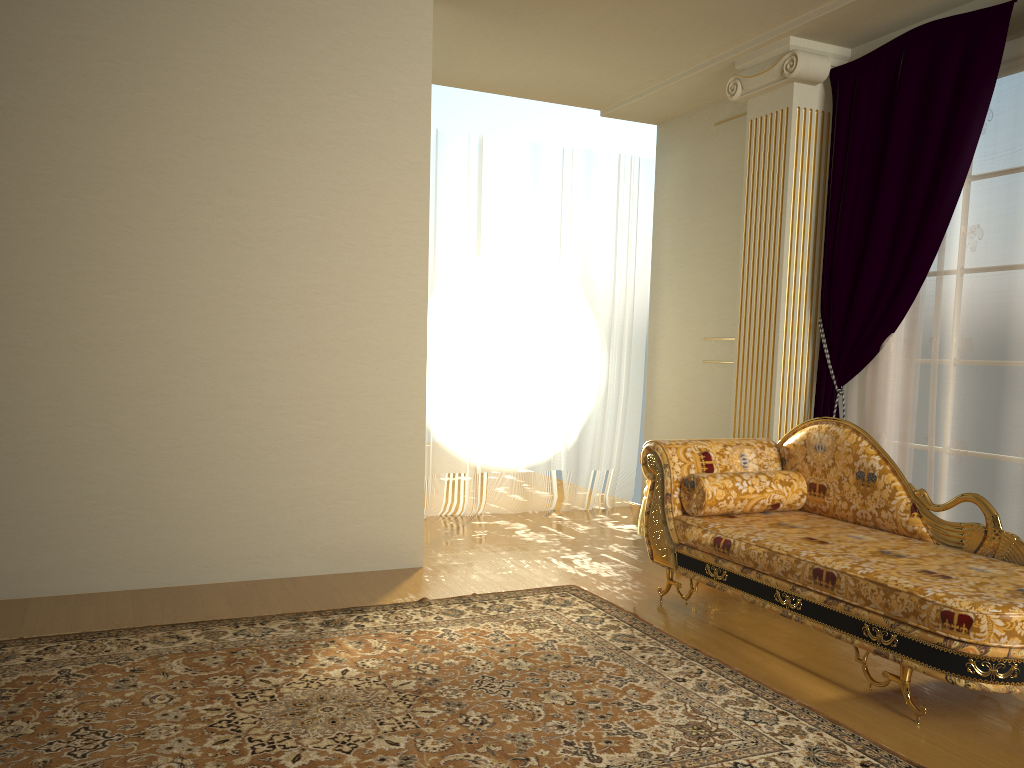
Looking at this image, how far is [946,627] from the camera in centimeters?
255cm

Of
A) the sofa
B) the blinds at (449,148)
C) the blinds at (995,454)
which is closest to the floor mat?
the sofa

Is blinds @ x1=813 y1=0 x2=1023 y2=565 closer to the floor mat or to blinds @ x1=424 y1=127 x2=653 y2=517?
the floor mat

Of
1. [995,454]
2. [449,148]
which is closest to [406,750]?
[995,454]

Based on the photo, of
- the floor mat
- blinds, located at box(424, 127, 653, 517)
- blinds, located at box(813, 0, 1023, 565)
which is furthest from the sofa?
blinds, located at box(424, 127, 653, 517)

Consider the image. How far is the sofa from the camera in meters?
2.6 m

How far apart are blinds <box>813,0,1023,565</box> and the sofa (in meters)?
0.59

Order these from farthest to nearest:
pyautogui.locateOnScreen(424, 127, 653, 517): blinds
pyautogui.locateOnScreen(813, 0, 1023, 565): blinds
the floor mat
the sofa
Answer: pyautogui.locateOnScreen(424, 127, 653, 517): blinds
pyautogui.locateOnScreen(813, 0, 1023, 565): blinds
the sofa
the floor mat

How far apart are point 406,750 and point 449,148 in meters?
4.3

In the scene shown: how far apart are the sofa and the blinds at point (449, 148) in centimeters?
204cm
